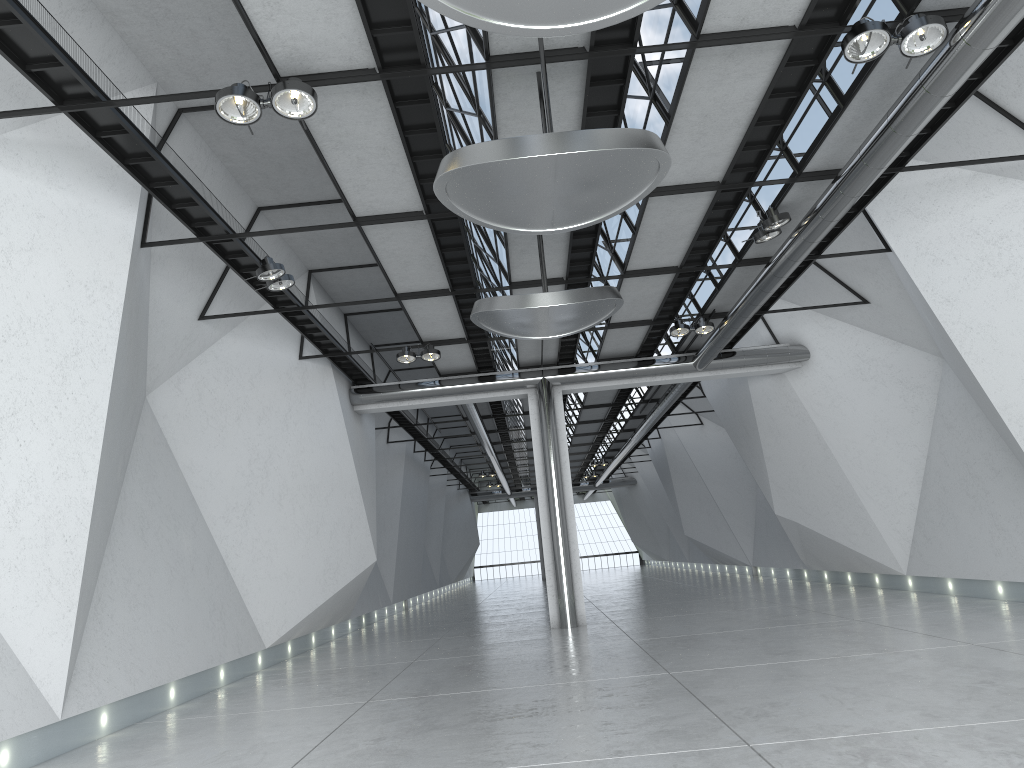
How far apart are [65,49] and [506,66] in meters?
25.0
